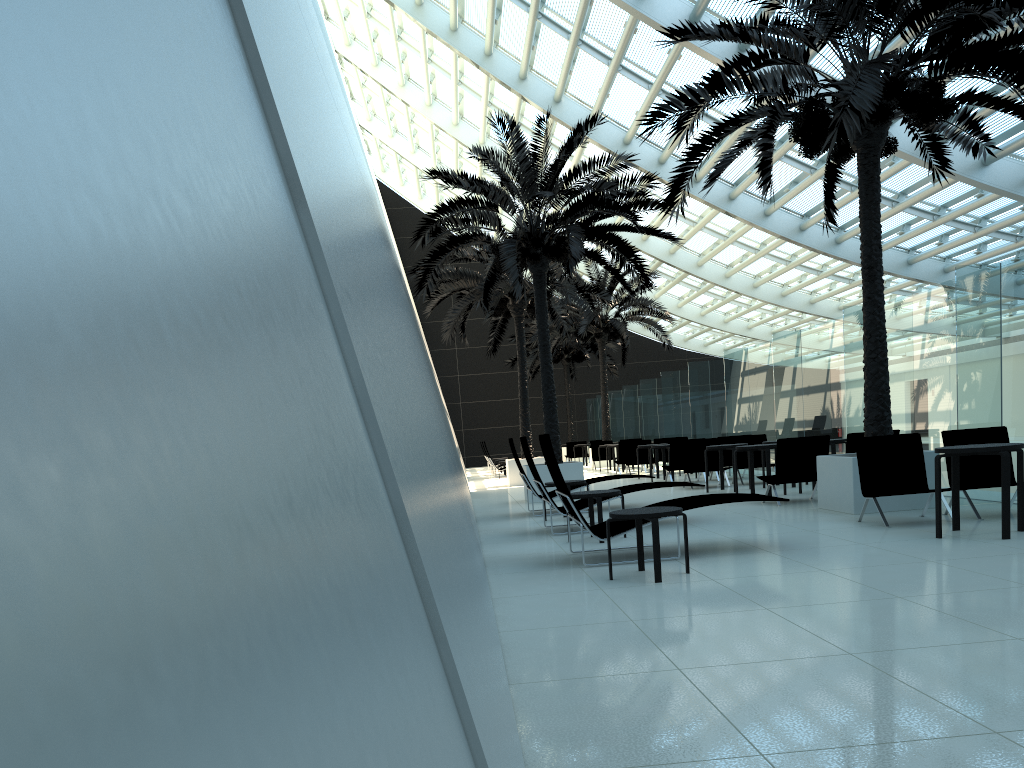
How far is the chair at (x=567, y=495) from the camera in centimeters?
732cm

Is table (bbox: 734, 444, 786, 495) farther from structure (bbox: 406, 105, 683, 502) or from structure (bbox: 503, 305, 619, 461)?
structure (bbox: 503, 305, 619, 461)

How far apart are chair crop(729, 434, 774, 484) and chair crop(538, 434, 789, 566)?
8.6 meters

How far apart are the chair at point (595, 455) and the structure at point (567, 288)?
5.5 meters

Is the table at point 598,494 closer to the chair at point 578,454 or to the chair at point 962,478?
the chair at point 962,478

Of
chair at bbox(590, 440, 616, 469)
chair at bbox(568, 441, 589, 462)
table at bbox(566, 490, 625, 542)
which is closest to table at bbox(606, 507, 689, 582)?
table at bbox(566, 490, 625, 542)

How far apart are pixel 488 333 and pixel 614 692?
37.3m

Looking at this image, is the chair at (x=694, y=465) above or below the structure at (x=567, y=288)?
below

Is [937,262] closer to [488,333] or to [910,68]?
[910,68]

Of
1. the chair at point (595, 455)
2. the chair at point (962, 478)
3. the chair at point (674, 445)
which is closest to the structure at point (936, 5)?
the chair at point (962, 478)
